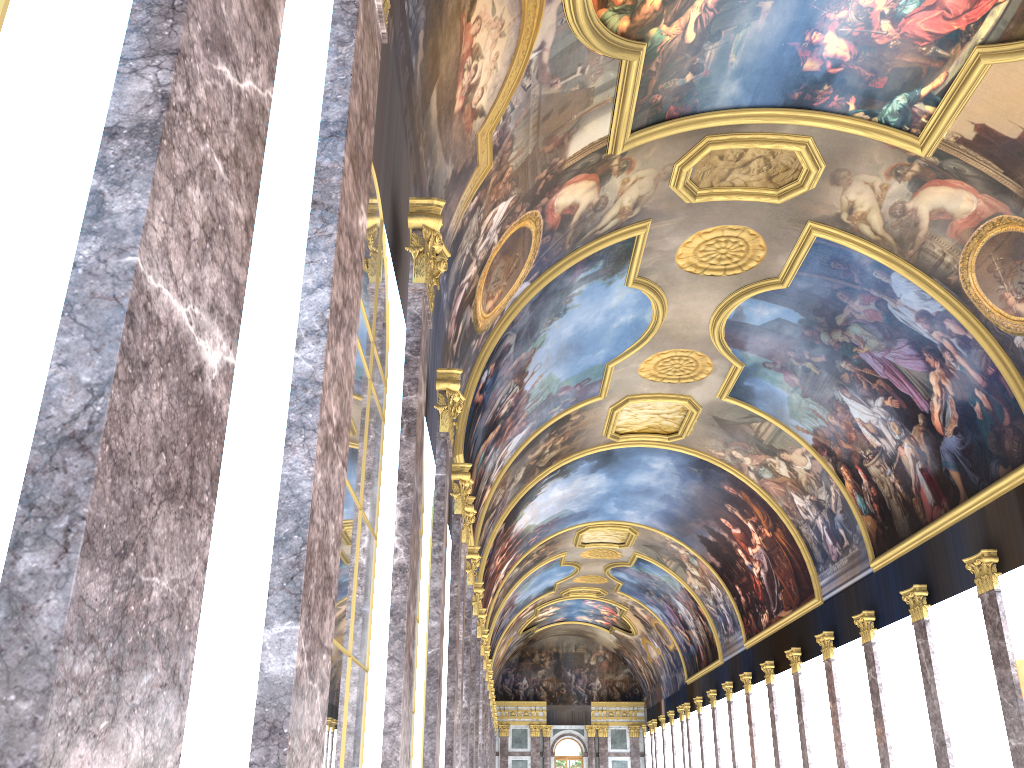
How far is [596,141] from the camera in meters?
15.8 m
